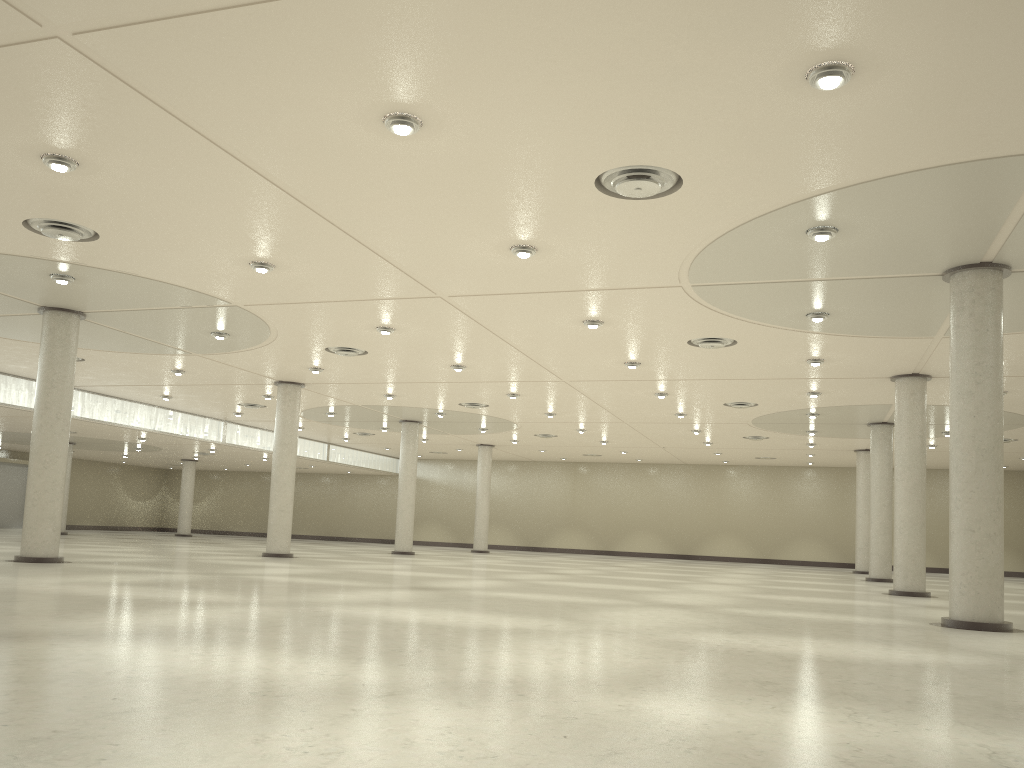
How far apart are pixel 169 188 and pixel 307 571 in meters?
24.2 m
